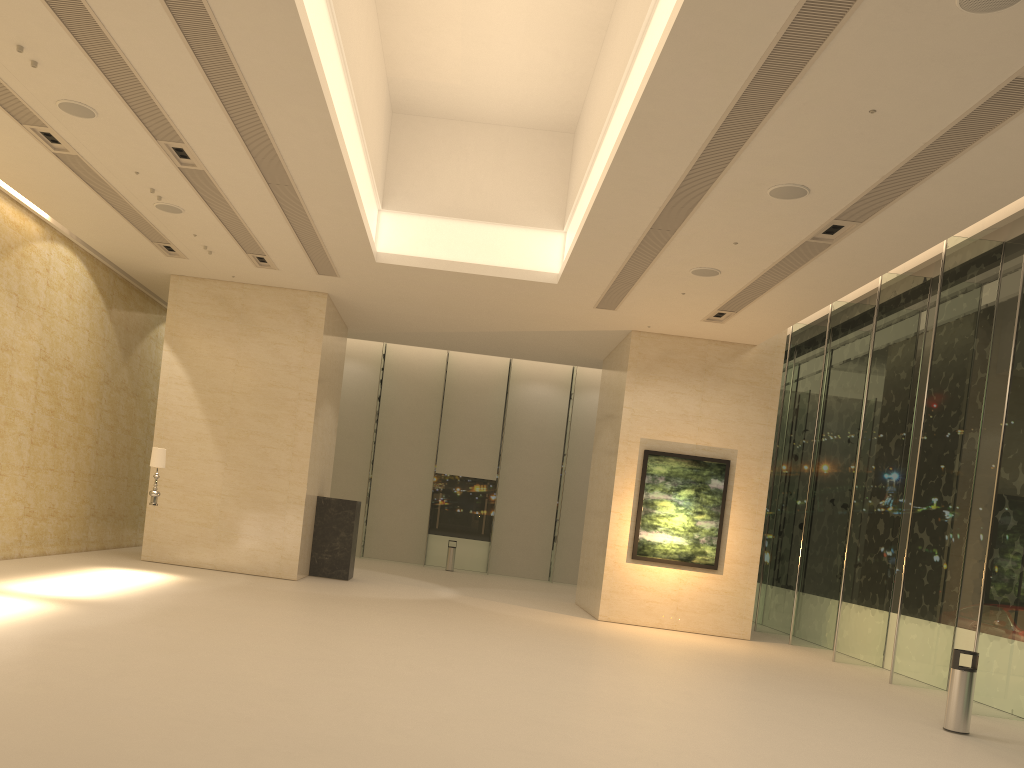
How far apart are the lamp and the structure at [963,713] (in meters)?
12.27

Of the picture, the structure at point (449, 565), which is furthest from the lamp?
the structure at point (449, 565)

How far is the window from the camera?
12.10m

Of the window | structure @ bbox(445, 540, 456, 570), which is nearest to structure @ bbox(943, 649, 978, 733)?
the window

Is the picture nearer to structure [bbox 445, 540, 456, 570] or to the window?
the window

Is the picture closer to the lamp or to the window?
the window

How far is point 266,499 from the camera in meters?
17.4

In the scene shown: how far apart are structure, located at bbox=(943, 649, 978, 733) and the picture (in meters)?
7.47

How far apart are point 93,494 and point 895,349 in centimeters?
1607cm

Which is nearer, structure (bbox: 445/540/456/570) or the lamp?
the lamp
